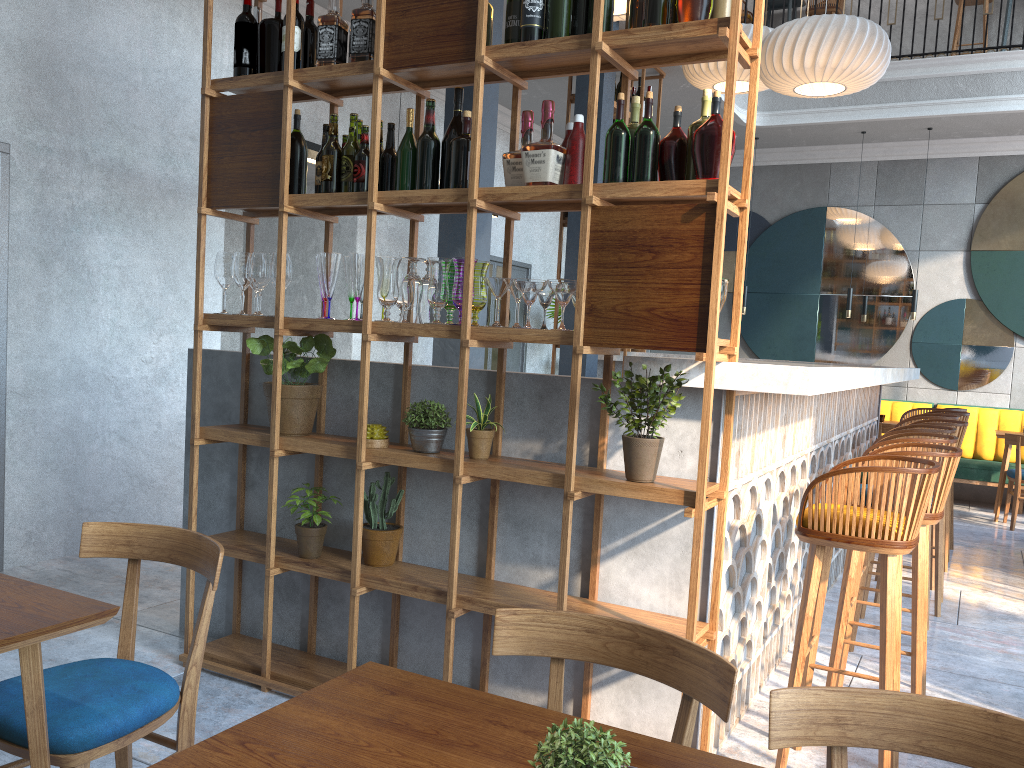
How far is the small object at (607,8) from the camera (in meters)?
2.65

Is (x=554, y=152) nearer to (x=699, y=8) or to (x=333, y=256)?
(x=699, y=8)

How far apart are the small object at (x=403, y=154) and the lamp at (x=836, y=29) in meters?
3.0 m

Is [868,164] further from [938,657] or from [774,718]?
[774,718]

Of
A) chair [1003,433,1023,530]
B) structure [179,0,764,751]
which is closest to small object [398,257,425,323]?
structure [179,0,764,751]

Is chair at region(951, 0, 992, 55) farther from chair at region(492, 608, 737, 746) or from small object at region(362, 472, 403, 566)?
chair at region(492, 608, 737, 746)

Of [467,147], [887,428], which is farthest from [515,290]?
[887,428]

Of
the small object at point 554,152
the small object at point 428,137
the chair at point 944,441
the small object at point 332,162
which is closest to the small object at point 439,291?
the small object at point 428,137

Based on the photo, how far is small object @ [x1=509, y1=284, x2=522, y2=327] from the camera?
2.84m

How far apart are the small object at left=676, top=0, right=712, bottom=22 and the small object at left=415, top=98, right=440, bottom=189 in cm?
87
